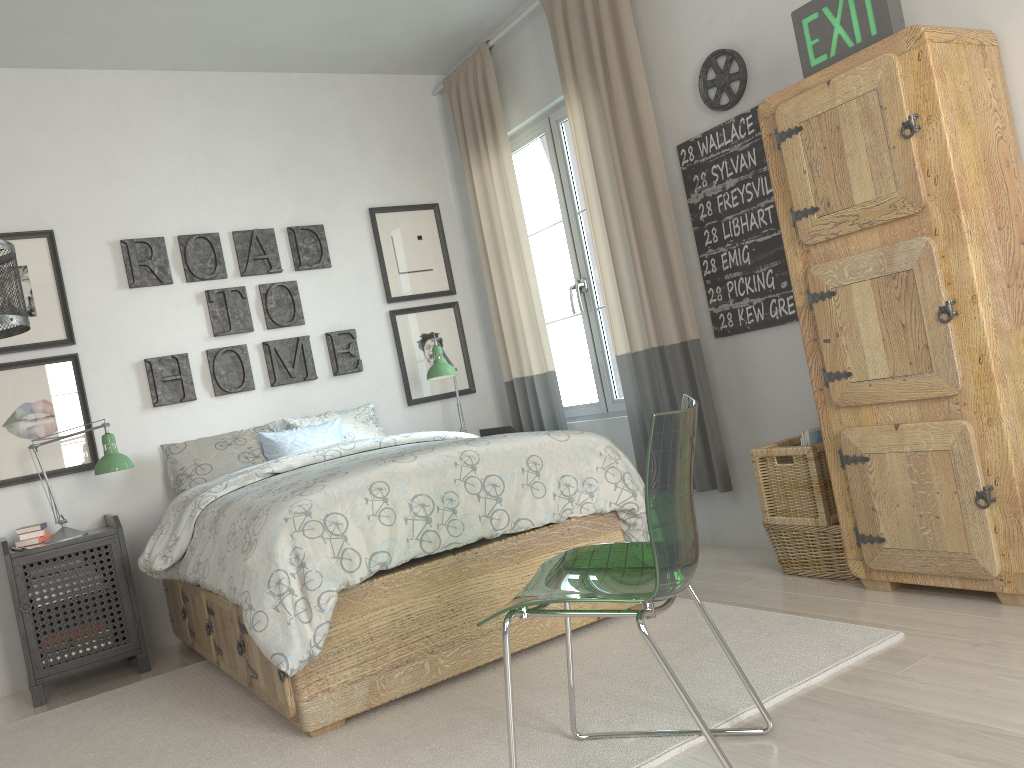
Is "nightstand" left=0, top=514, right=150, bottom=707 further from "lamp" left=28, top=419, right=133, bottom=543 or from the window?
the window

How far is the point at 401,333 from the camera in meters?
4.7 m

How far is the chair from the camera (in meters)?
1.55

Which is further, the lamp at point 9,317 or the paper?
the paper

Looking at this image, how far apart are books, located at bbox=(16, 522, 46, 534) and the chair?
2.59m

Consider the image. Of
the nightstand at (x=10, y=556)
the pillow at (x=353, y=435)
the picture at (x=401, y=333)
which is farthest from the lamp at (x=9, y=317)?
the picture at (x=401, y=333)

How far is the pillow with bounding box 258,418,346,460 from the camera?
4.0m

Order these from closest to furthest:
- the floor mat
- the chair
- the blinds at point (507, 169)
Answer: the chair < the floor mat < the blinds at point (507, 169)

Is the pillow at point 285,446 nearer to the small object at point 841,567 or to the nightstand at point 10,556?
the nightstand at point 10,556

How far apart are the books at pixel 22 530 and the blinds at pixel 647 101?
2.5m
